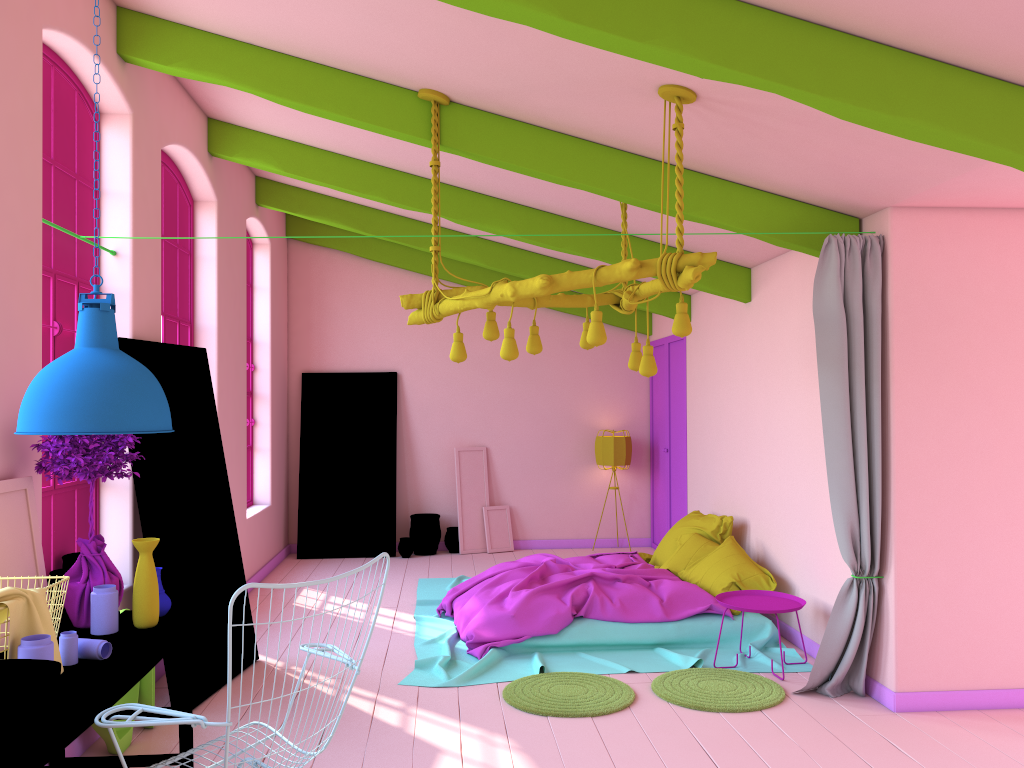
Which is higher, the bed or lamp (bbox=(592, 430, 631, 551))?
lamp (bbox=(592, 430, 631, 551))

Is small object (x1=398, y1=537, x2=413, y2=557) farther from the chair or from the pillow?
the chair

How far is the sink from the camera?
2.45m

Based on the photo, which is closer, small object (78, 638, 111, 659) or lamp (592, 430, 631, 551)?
small object (78, 638, 111, 659)

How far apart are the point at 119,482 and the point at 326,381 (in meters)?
5.44

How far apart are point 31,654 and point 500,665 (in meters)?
3.59

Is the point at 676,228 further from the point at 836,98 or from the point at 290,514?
the point at 290,514

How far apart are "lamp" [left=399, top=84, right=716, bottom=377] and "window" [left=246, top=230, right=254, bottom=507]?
4.8m

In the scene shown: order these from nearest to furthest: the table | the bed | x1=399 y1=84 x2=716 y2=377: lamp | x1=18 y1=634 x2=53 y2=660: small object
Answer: the table → x1=18 y1=634 x2=53 y2=660: small object → x1=399 y1=84 x2=716 y2=377: lamp → the bed

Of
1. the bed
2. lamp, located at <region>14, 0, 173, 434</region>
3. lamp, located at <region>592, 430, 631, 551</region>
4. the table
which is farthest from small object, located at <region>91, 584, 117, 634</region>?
lamp, located at <region>592, 430, 631, 551</region>
